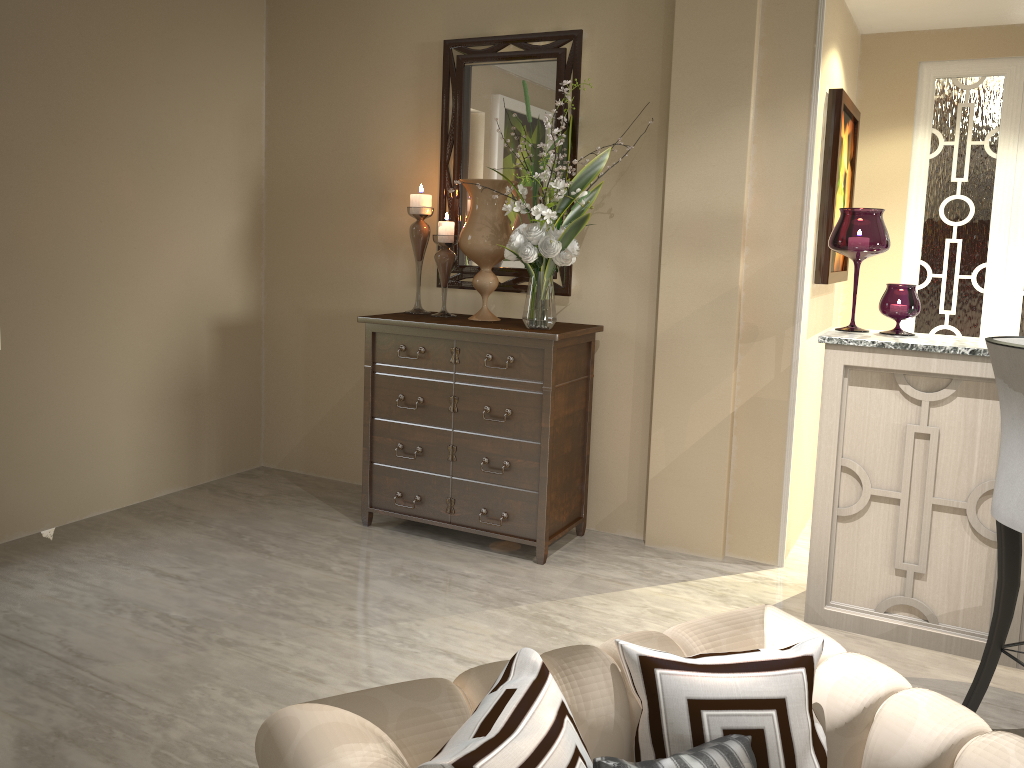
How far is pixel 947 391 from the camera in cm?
248

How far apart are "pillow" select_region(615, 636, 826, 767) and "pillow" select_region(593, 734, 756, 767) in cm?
1

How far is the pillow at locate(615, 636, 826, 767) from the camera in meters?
1.1 m

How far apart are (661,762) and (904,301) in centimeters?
203cm

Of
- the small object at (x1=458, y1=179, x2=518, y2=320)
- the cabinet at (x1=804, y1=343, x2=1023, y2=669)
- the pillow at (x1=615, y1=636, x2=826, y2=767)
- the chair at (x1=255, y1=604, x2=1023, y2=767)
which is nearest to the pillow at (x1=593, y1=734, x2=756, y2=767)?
the pillow at (x1=615, y1=636, x2=826, y2=767)

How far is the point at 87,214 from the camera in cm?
325

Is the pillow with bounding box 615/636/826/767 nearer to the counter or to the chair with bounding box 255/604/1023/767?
the chair with bounding box 255/604/1023/767

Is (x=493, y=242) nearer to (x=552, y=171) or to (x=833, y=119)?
(x=552, y=171)

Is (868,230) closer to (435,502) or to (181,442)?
(435,502)

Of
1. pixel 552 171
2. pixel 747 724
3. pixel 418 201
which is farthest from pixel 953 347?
pixel 418 201
